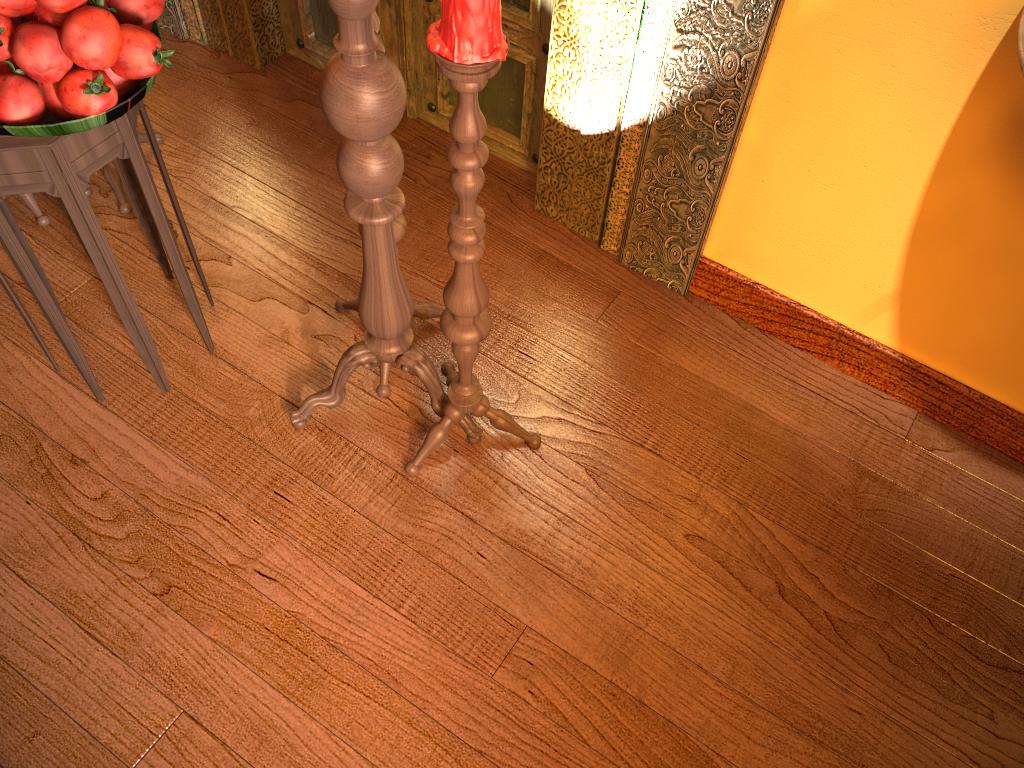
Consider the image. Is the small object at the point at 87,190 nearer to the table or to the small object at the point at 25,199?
the small object at the point at 25,199

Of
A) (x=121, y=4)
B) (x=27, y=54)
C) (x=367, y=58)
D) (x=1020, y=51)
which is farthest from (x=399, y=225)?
(x=1020, y=51)

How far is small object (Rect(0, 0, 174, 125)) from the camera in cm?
126

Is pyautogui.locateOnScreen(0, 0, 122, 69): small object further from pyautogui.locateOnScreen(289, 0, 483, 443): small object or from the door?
the door

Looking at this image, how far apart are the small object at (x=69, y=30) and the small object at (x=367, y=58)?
0.3 meters

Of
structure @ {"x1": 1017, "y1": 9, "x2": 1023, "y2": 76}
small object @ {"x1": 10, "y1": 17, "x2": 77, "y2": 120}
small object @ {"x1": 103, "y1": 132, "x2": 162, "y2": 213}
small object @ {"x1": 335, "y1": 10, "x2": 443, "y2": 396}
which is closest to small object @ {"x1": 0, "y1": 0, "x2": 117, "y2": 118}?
small object @ {"x1": 10, "y1": 17, "x2": 77, "y2": 120}

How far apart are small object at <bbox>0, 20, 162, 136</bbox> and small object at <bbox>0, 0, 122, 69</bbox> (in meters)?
0.06

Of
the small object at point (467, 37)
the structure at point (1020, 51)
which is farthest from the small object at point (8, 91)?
the structure at point (1020, 51)

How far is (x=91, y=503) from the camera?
1.8m

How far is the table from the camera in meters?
1.4 m
